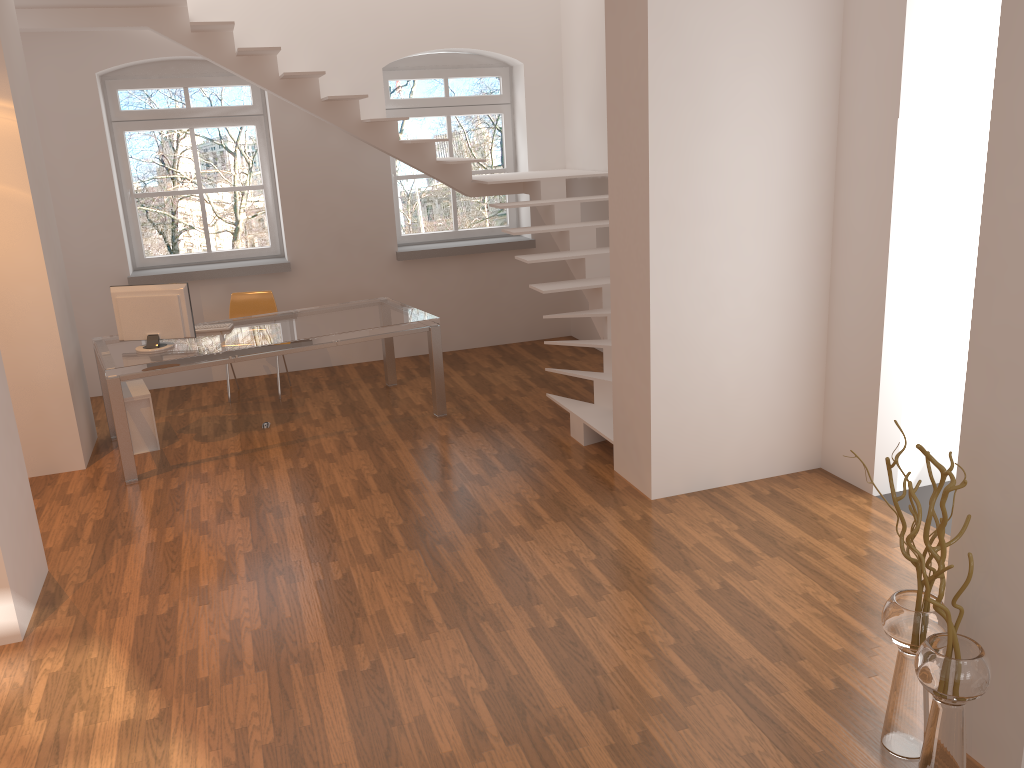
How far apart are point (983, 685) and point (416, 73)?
7.1m

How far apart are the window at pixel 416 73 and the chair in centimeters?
155cm

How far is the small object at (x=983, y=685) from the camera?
2.5m

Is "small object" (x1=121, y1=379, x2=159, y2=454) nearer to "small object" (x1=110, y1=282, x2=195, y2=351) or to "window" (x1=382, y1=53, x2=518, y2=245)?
"small object" (x1=110, y1=282, x2=195, y2=351)

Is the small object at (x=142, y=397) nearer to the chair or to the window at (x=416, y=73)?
the chair

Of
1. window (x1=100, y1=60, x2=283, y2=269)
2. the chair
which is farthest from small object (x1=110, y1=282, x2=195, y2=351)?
window (x1=100, y1=60, x2=283, y2=269)

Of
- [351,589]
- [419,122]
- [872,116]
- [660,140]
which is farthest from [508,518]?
[419,122]

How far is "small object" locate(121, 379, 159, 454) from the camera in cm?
608

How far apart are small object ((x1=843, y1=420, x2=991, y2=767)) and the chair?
5.72m

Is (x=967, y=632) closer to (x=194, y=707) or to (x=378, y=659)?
(x=378, y=659)
